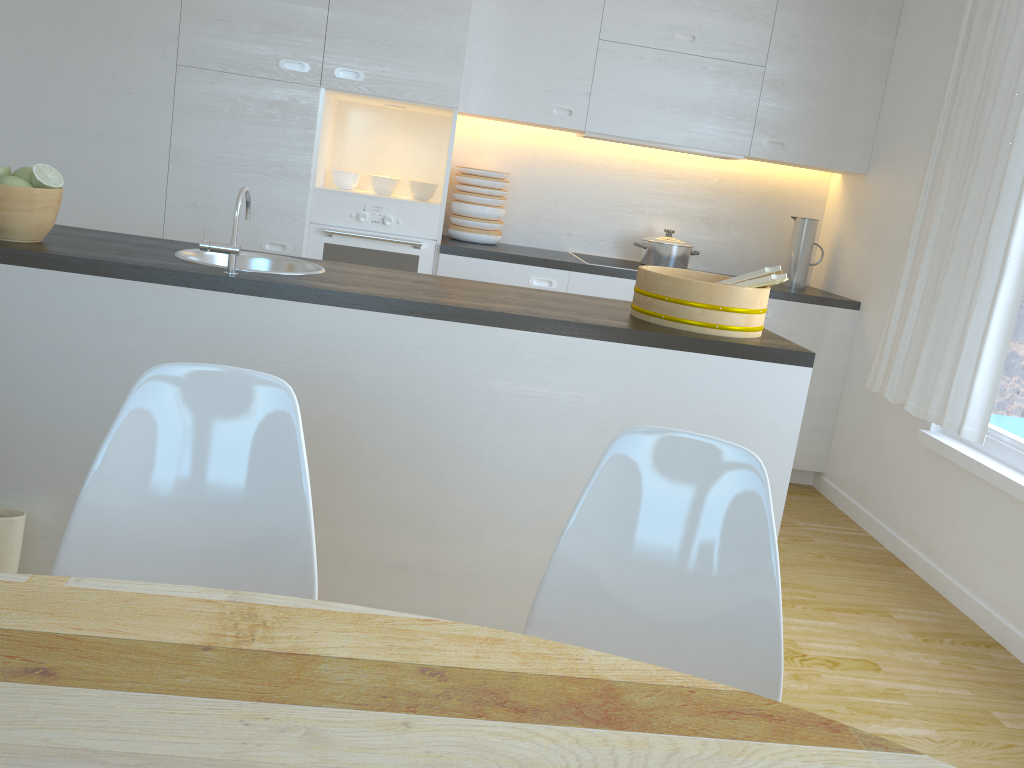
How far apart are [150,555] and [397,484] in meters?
0.9 m

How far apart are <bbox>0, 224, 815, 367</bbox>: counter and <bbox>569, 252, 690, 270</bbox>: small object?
1.43m

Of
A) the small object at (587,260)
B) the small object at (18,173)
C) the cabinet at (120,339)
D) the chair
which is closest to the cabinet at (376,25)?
the small object at (587,260)

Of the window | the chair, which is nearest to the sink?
the chair

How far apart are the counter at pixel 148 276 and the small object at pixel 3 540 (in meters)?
0.60

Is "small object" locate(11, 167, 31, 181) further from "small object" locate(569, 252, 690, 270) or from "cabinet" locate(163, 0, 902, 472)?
"small object" locate(569, 252, 690, 270)

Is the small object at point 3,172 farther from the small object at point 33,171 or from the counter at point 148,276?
the counter at point 148,276

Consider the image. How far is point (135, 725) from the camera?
0.8m

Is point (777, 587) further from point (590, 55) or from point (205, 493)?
point (590, 55)

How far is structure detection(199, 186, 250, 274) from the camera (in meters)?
2.17
